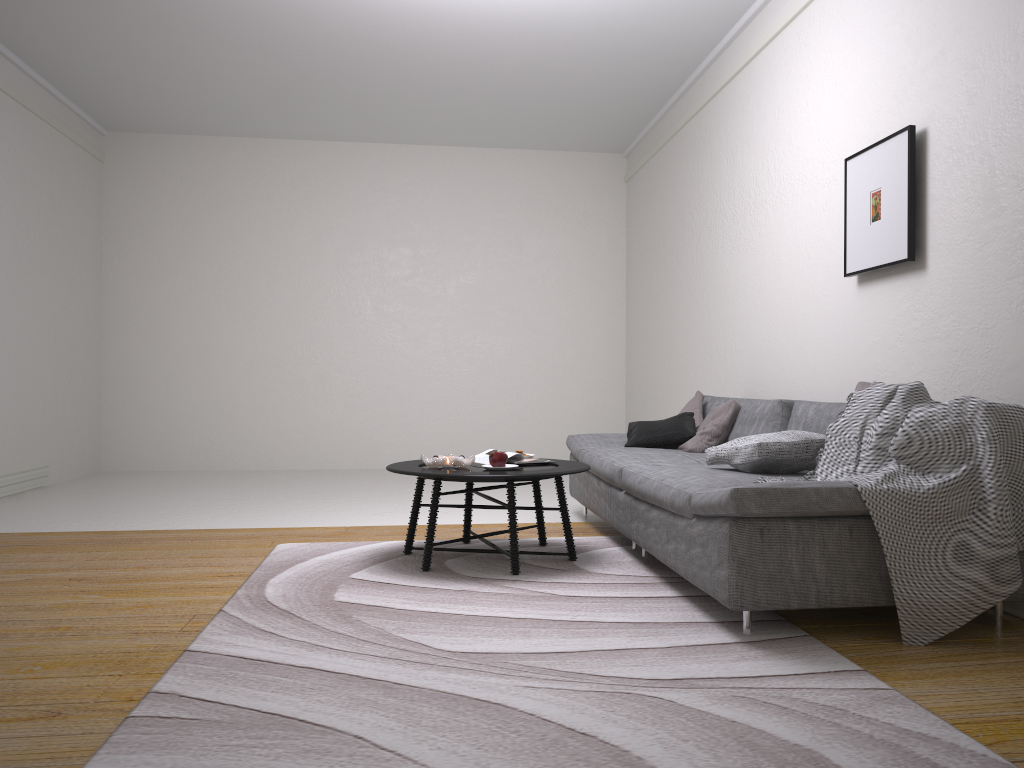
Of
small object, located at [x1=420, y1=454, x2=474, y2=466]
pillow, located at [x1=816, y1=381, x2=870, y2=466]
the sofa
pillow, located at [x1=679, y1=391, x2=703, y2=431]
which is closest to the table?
small object, located at [x1=420, y1=454, x2=474, y2=466]

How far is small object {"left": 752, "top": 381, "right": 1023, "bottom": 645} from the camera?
2.71m

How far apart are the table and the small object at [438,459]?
0.0 meters

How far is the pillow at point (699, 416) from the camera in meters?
5.3 m

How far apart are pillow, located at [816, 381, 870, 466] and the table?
1.20m

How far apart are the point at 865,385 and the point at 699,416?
1.9 meters

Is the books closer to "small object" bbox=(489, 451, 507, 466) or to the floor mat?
"small object" bbox=(489, 451, 507, 466)

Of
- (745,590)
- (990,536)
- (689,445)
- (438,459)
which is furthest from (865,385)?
(438,459)

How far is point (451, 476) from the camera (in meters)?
3.67

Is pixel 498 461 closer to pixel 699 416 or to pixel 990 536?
pixel 699 416
